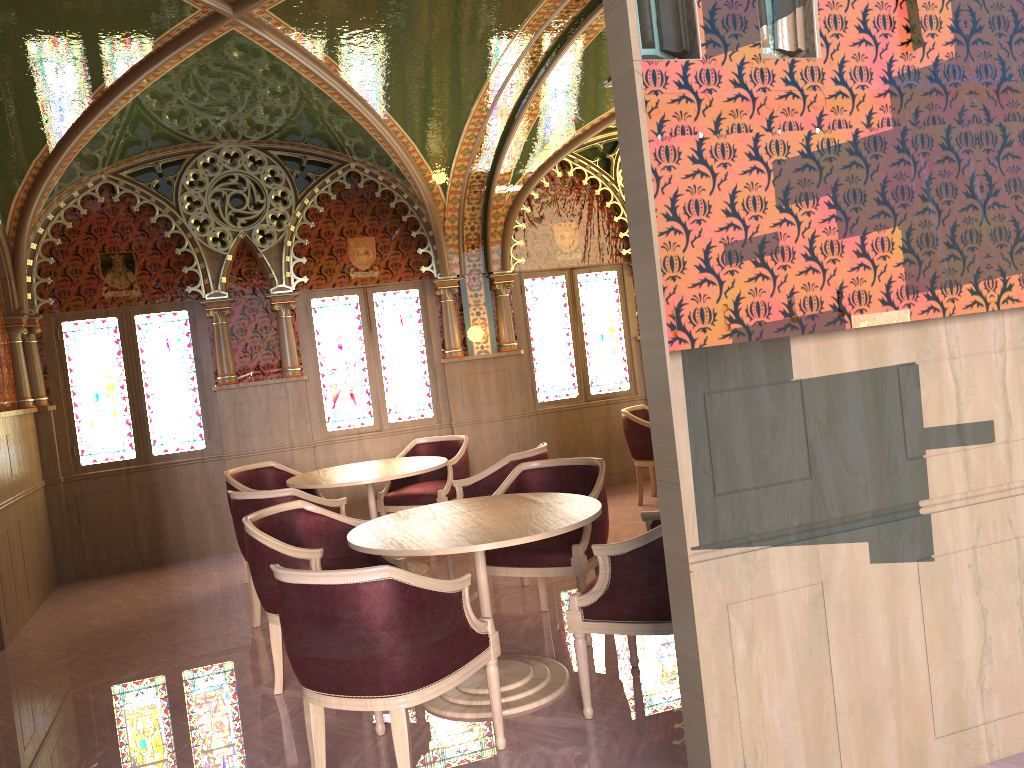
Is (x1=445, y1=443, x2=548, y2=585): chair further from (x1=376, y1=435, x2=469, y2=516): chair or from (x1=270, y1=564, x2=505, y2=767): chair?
(x1=270, y1=564, x2=505, y2=767): chair

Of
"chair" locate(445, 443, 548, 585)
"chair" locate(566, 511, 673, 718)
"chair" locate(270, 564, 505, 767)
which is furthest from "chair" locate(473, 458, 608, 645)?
"chair" locate(270, 564, 505, 767)

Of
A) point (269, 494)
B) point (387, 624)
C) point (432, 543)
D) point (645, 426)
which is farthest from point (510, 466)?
point (387, 624)

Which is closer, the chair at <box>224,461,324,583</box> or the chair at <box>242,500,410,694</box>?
the chair at <box>242,500,410,694</box>

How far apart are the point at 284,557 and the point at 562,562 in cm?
134

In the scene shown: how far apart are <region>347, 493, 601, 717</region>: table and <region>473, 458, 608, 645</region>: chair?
0.28m

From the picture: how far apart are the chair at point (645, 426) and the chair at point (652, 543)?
3.7 meters

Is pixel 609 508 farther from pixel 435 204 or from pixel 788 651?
pixel 788 651

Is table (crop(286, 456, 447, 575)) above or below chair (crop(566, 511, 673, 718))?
above

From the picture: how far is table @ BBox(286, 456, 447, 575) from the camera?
5.9 meters
